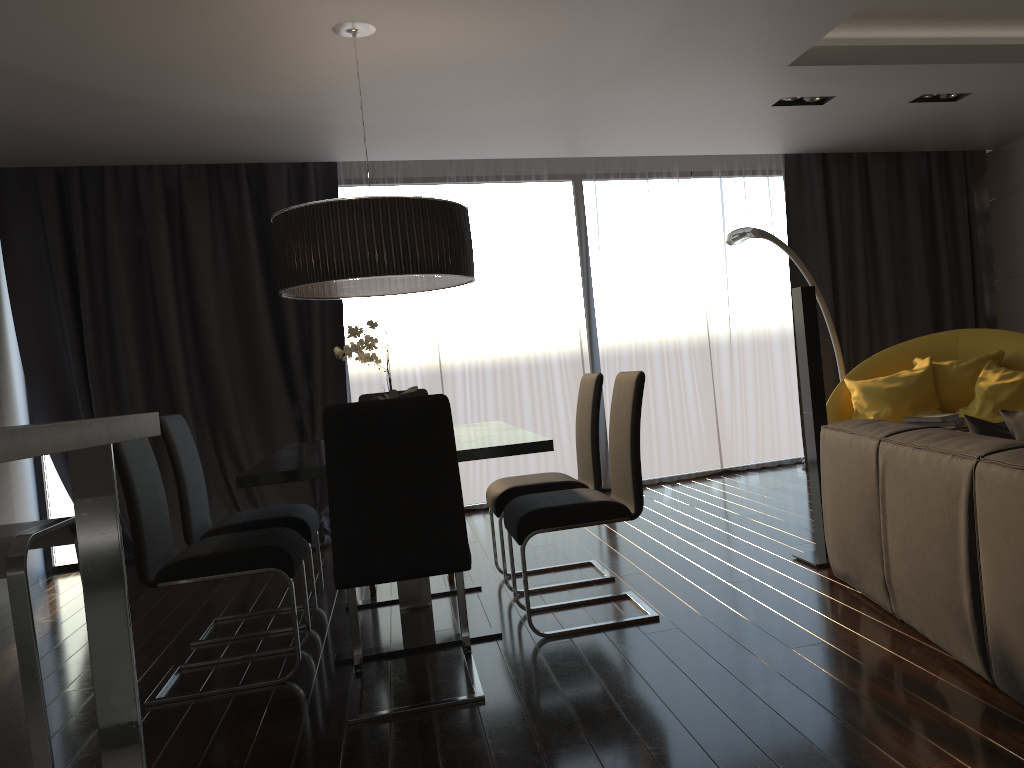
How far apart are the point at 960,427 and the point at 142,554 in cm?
335

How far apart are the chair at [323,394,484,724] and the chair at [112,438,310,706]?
0.2 meters

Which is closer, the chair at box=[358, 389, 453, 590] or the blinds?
the chair at box=[358, 389, 453, 590]

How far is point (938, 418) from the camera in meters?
4.0

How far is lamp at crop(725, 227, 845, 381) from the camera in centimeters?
530cm

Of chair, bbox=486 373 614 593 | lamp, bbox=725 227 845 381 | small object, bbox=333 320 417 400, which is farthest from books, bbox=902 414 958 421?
small object, bbox=333 320 417 400

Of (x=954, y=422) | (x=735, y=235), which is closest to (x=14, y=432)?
(x=954, y=422)

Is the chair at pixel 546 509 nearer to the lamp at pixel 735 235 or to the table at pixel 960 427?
the table at pixel 960 427

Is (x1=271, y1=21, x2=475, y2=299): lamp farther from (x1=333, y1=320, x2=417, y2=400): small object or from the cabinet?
the cabinet

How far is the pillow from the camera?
2.54m
